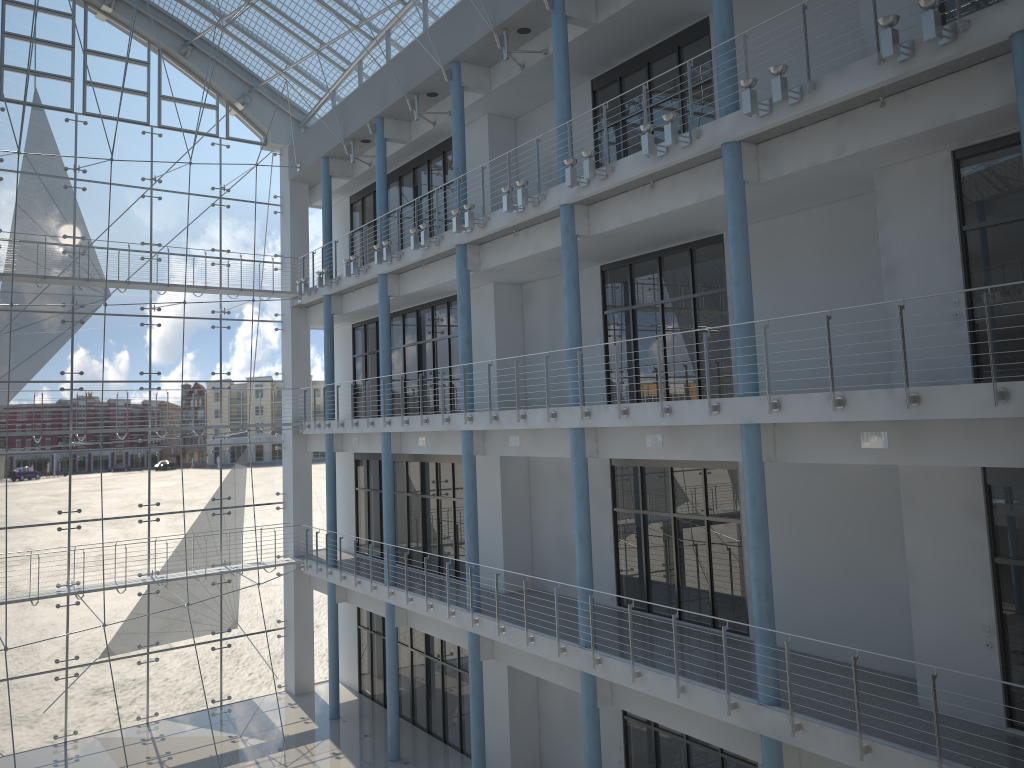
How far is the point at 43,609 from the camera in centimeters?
303cm

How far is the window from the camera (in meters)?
3.03

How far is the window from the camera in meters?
3.0

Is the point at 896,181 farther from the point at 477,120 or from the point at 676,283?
the point at 477,120
